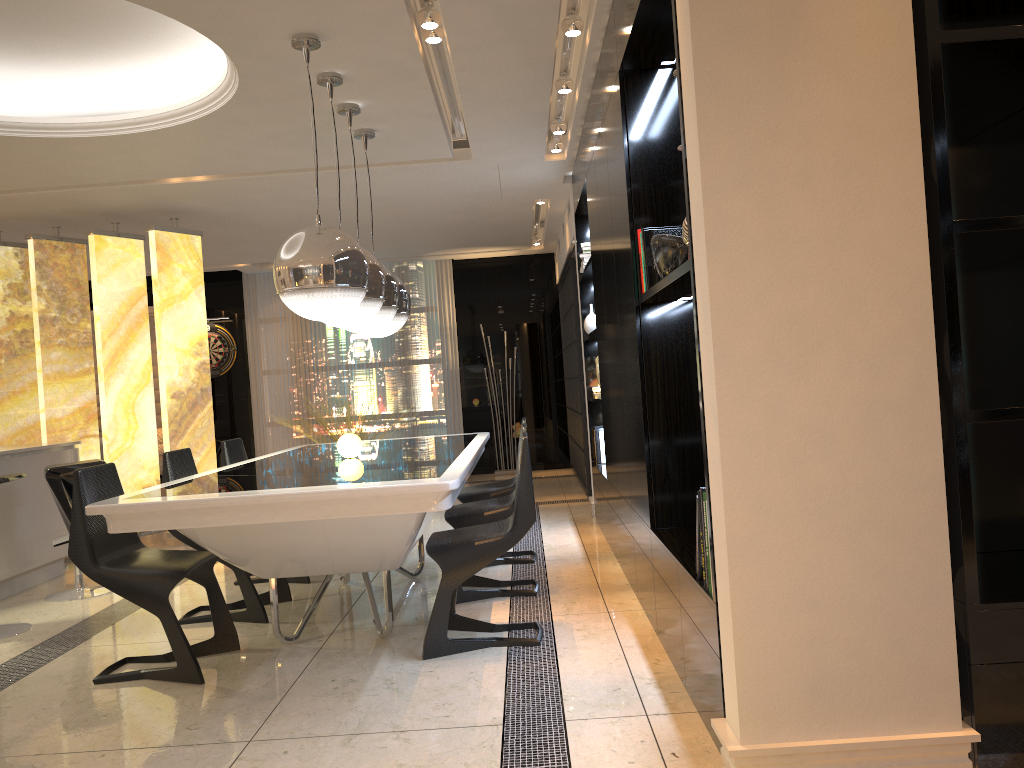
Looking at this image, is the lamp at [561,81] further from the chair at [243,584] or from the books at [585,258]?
the chair at [243,584]

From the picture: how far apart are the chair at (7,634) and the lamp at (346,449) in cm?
164

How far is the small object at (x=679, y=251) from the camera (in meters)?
3.01

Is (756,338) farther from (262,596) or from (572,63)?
(262,596)

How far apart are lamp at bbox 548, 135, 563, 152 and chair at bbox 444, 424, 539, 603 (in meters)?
2.67

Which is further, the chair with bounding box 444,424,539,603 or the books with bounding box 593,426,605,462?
the books with bounding box 593,426,605,462

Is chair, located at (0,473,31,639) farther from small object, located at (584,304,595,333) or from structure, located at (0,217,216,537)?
small object, located at (584,304,595,333)

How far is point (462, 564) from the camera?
3.5 meters

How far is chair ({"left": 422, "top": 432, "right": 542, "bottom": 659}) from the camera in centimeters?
351cm

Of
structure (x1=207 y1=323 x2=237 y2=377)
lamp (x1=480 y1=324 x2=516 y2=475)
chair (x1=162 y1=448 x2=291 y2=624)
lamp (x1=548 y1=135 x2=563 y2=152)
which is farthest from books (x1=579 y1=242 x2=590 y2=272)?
structure (x1=207 y1=323 x2=237 y2=377)
